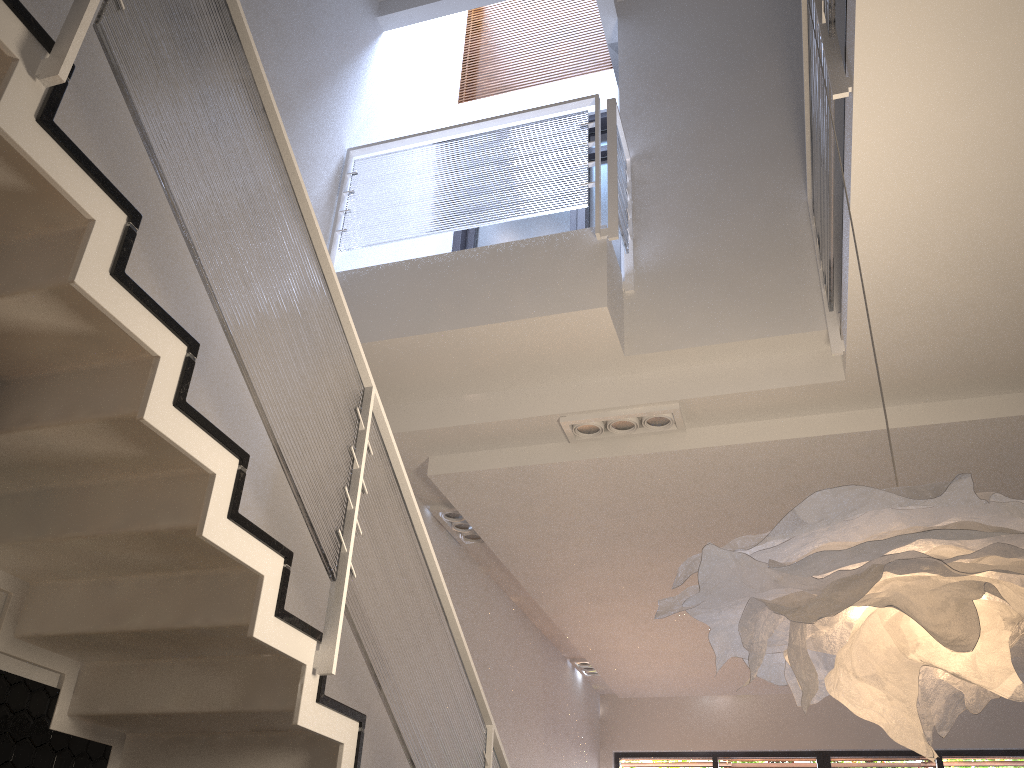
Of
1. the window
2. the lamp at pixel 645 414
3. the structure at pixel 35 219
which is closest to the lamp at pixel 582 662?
the window

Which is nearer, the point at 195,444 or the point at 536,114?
the point at 195,444

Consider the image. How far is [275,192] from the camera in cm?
265

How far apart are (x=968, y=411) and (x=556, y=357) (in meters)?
2.09

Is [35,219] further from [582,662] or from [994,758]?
[994,758]

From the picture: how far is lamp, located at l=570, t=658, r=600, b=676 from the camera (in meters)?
8.97

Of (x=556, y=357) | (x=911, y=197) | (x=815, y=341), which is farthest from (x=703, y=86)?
(x=911, y=197)

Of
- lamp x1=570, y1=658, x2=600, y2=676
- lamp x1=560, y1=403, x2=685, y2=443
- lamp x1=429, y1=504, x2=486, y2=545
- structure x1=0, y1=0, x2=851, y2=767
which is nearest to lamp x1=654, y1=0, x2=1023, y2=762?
structure x1=0, y1=0, x2=851, y2=767

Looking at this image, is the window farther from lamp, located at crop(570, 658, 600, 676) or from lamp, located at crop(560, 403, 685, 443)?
lamp, located at crop(560, 403, 685, 443)

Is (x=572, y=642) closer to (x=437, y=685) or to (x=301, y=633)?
(x=437, y=685)
